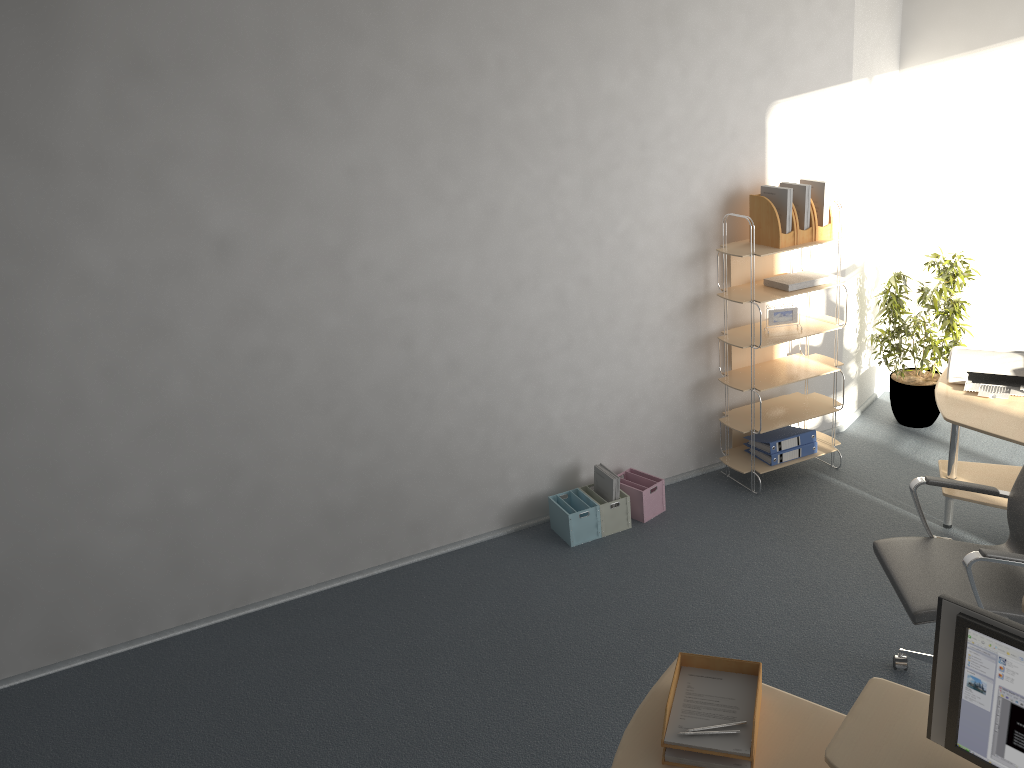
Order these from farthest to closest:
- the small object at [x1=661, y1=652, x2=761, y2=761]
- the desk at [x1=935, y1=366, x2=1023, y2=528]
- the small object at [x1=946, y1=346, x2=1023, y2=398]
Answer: the small object at [x1=946, y1=346, x2=1023, y2=398], the desk at [x1=935, y1=366, x2=1023, y2=528], the small object at [x1=661, y1=652, x2=761, y2=761]

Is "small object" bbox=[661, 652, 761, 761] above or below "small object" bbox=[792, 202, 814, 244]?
below

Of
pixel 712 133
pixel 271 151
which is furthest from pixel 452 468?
pixel 712 133

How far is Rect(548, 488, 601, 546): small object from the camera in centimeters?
466cm

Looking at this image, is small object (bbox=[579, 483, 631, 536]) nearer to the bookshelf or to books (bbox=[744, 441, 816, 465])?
the bookshelf

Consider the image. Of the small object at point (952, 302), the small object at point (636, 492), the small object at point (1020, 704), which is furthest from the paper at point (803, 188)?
the small object at point (1020, 704)

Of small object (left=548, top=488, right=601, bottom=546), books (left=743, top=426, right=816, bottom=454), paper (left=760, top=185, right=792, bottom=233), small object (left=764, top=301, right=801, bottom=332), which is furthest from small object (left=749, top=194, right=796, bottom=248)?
small object (left=548, top=488, right=601, bottom=546)

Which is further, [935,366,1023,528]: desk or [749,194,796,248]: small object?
[749,194,796,248]: small object

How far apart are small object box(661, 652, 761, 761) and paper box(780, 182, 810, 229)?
2.91m

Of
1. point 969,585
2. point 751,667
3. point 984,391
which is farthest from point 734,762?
point 984,391
